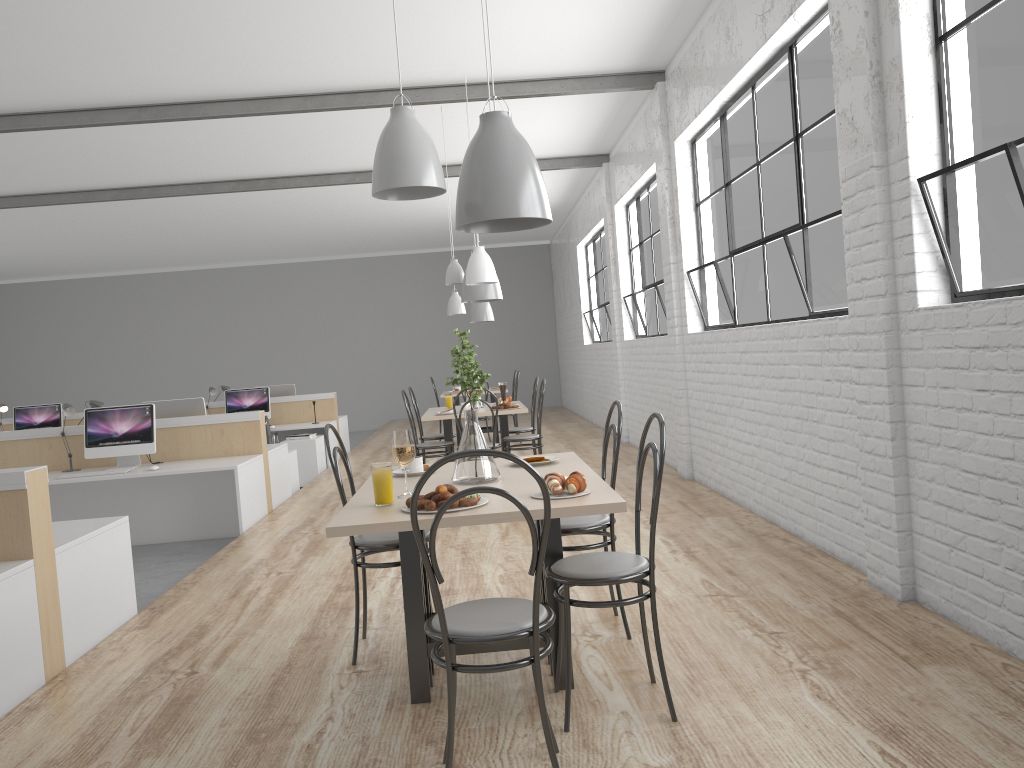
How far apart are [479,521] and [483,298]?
3.7m

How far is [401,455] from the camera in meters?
2.2 m

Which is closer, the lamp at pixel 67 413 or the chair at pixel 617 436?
the chair at pixel 617 436

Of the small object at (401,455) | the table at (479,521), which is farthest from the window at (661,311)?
the small object at (401,455)

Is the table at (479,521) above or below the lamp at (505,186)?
below

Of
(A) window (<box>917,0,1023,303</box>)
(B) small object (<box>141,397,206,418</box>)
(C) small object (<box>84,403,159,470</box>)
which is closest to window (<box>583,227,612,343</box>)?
(B) small object (<box>141,397,206,418</box>)

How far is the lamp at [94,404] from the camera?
5.6m

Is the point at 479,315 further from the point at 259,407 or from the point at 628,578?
the point at 628,578

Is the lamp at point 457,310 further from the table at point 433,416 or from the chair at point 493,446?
the chair at point 493,446

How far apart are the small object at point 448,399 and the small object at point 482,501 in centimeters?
401cm
